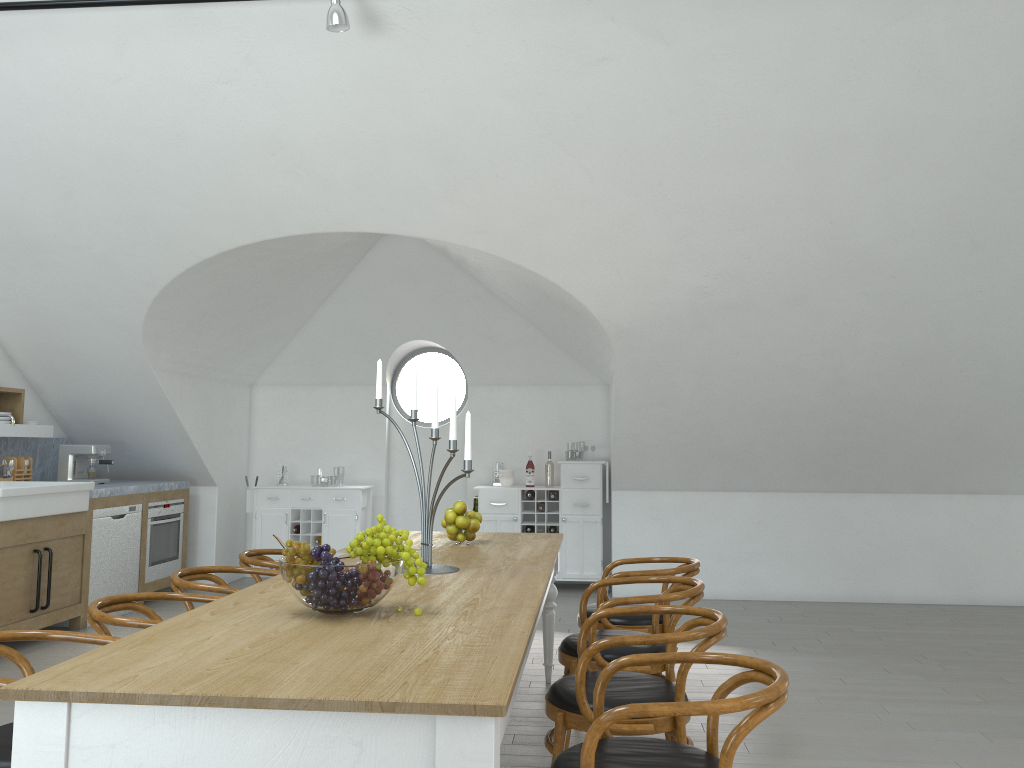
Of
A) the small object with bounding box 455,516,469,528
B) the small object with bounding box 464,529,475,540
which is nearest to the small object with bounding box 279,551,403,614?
the small object with bounding box 455,516,469,528

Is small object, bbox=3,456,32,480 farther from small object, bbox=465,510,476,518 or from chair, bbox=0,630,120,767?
chair, bbox=0,630,120,767

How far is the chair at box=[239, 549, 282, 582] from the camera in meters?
4.4

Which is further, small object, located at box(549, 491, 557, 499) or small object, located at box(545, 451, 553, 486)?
small object, located at box(545, 451, 553, 486)

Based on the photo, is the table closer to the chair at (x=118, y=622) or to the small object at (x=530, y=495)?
the chair at (x=118, y=622)

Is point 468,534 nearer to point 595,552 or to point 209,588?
point 209,588

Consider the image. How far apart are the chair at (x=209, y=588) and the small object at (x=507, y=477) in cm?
415

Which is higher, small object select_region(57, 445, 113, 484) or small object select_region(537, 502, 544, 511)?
small object select_region(57, 445, 113, 484)

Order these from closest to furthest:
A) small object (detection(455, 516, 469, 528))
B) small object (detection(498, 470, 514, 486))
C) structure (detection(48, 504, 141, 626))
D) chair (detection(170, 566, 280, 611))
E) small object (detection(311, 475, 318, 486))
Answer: chair (detection(170, 566, 280, 611))
small object (detection(455, 516, 469, 528))
structure (detection(48, 504, 141, 626))
small object (detection(498, 470, 514, 486))
small object (detection(311, 475, 318, 486))

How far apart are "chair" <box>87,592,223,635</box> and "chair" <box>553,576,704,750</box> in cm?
141
